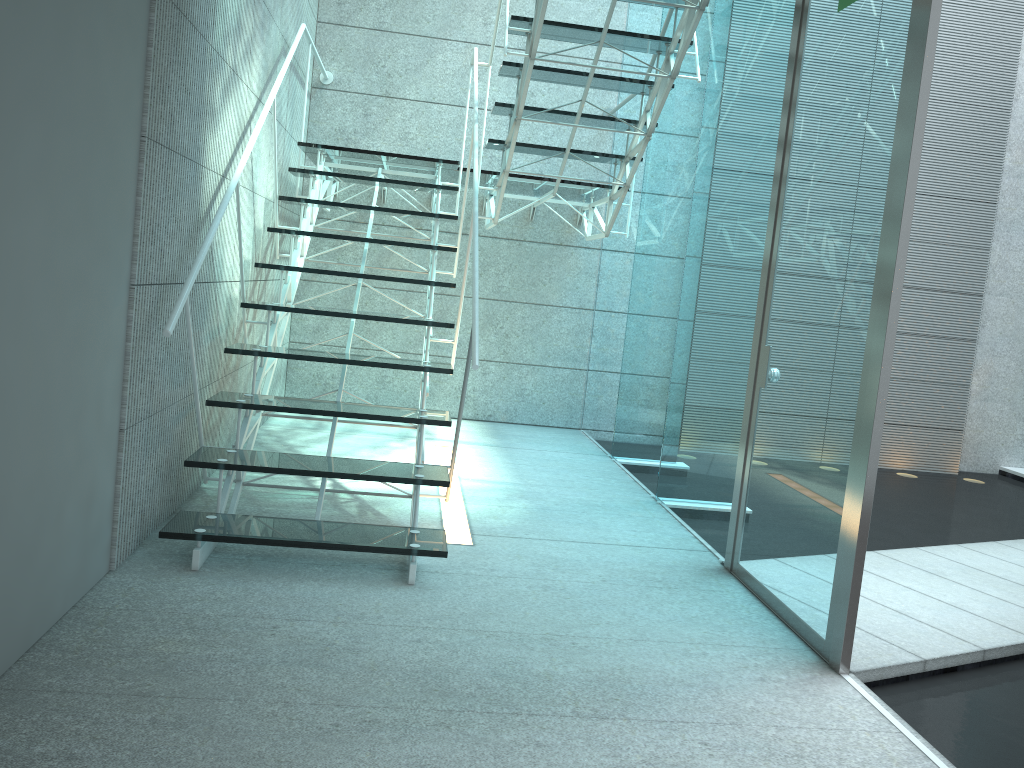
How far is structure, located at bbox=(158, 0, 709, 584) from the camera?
2.67m

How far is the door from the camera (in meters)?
2.27

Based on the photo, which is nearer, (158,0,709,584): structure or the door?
the door

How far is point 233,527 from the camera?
2.7 meters

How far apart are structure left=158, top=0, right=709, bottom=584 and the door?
0.6m

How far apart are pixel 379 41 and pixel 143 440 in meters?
3.7 m

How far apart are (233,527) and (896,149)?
2.13m

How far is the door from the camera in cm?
227

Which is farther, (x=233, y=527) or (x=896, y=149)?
(x=233, y=527)
